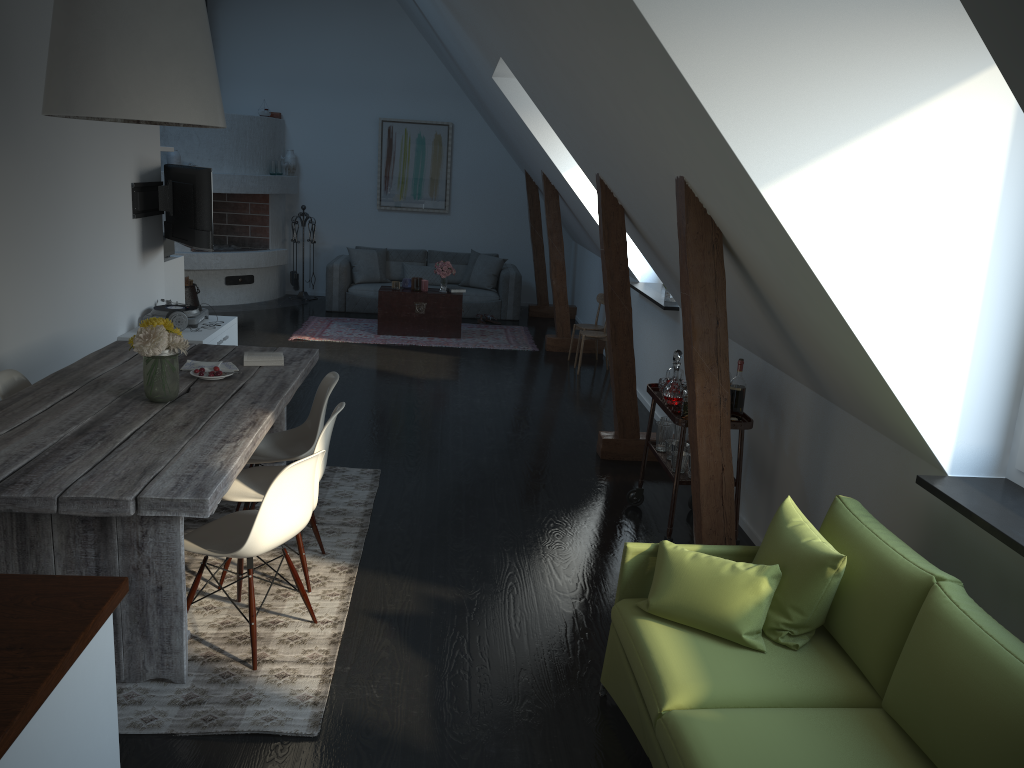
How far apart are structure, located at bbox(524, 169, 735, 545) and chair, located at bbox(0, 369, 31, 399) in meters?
3.0 m

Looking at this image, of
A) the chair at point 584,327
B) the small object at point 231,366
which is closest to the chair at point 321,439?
the small object at point 231,366

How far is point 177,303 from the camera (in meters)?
7.17

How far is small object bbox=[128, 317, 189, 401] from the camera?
3.69m

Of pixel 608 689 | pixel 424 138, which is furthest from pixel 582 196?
pixel 608 689

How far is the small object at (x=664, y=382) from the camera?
4.8m

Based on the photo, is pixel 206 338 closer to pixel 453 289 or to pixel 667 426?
pixel 667 426

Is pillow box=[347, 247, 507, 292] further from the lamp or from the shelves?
the lamp

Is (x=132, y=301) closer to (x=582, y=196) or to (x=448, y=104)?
(x=582, y=196)

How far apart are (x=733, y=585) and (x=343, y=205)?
10.1m
